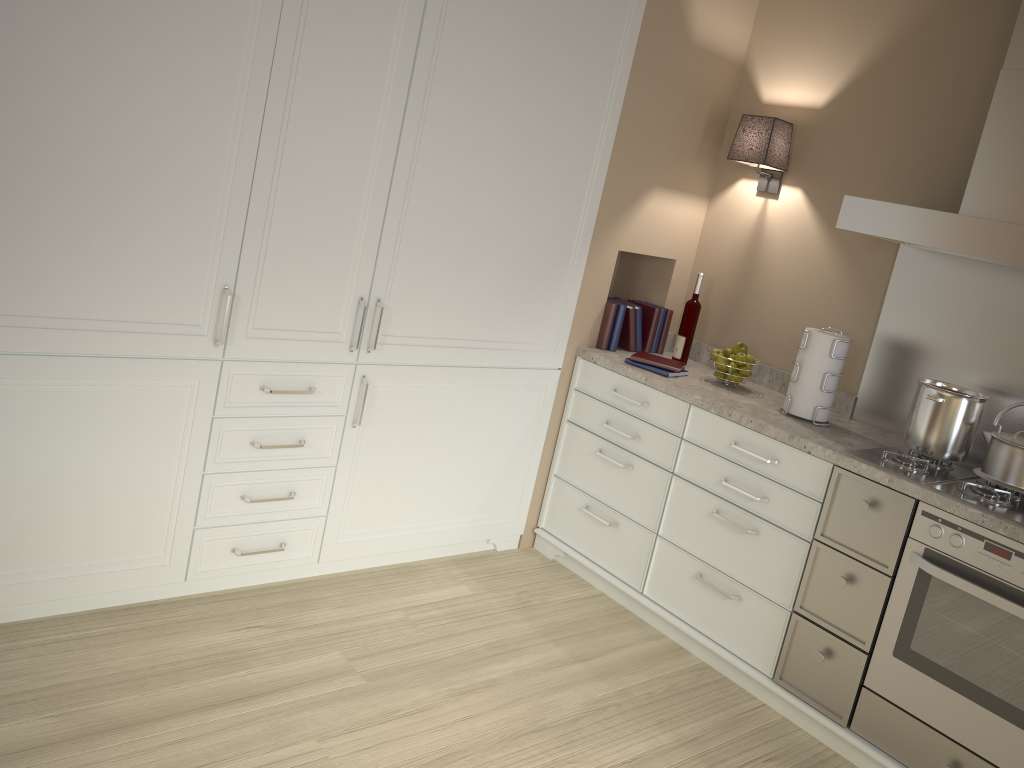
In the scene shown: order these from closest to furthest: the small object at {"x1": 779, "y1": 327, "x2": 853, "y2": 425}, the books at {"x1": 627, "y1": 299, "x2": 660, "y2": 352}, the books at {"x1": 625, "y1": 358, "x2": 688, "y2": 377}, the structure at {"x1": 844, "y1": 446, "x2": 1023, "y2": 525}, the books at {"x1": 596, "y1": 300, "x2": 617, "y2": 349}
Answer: the structure at {"x1": 844, "y1": 446, "x2": 1023, "y2": 525} < the small object at {"x1": 779, "y1": 327, "x2": 853, "y2": 425} < the books at {"x1": 625, "y1": 358, "x2": 688, "y2": 377} < the books at {"x1": 596, "y1": 300, "x2": 617, "y2": 349} < the books at {"x1": 627, "y1": 299, "x2": 660, "y2": 352}

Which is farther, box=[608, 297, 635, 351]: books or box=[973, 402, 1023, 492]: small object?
box=[608, 297, 635, 351]: books

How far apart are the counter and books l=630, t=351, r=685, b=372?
0.0 meters

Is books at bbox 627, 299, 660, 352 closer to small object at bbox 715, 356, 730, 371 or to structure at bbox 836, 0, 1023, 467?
small object at bbox 715, 356, 730, 371

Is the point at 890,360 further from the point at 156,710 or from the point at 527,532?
the point at 156,710

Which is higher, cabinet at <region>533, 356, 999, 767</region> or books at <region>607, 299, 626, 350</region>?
books at <region>607, 299, 626, 350</region>

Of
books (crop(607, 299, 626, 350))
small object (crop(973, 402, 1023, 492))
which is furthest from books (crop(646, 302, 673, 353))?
small object (crop(973, 402, 1023, 492))

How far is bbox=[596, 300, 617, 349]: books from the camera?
3.3 meters

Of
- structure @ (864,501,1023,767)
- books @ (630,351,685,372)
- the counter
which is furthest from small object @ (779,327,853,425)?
structure @ (864,501,1023,767)

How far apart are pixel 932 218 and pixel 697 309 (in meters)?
1.04
